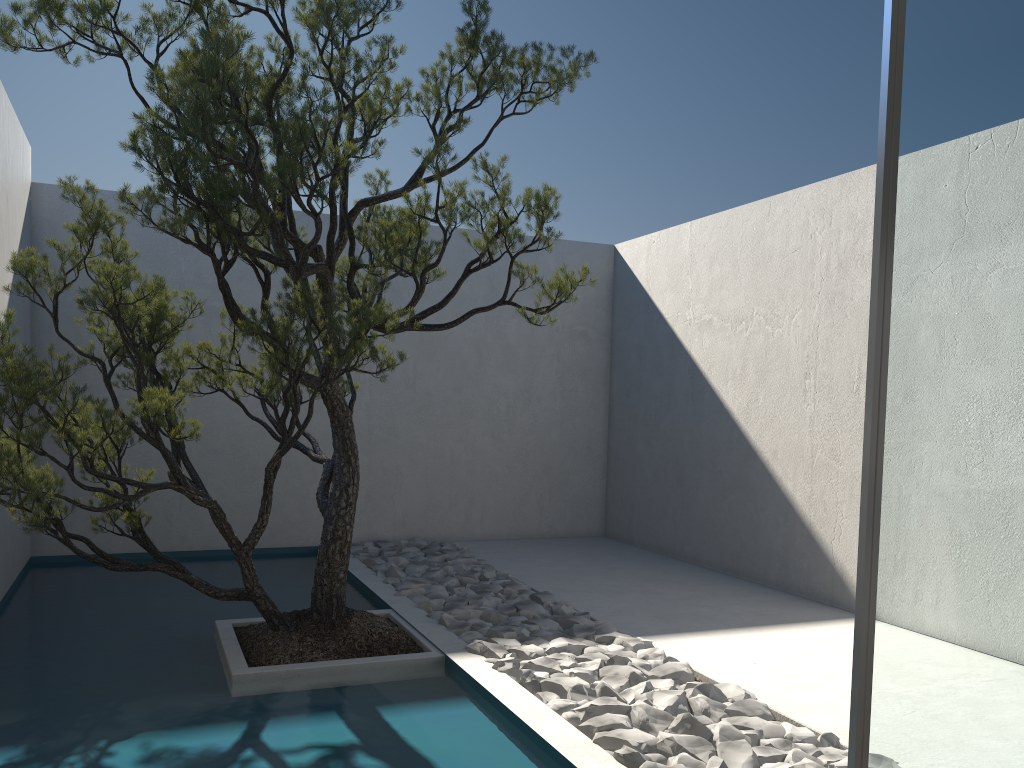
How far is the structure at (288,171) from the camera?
3.2m

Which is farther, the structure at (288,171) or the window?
the structure at (288,171)

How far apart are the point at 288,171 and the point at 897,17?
2.1m

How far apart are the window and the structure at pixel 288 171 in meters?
1.8

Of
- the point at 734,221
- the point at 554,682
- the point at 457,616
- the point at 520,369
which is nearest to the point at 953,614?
the point at 554,682

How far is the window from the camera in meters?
2.0 m

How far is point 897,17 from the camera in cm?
201

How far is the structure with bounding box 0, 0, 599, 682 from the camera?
3.2m

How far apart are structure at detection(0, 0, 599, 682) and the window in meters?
1.8 m
